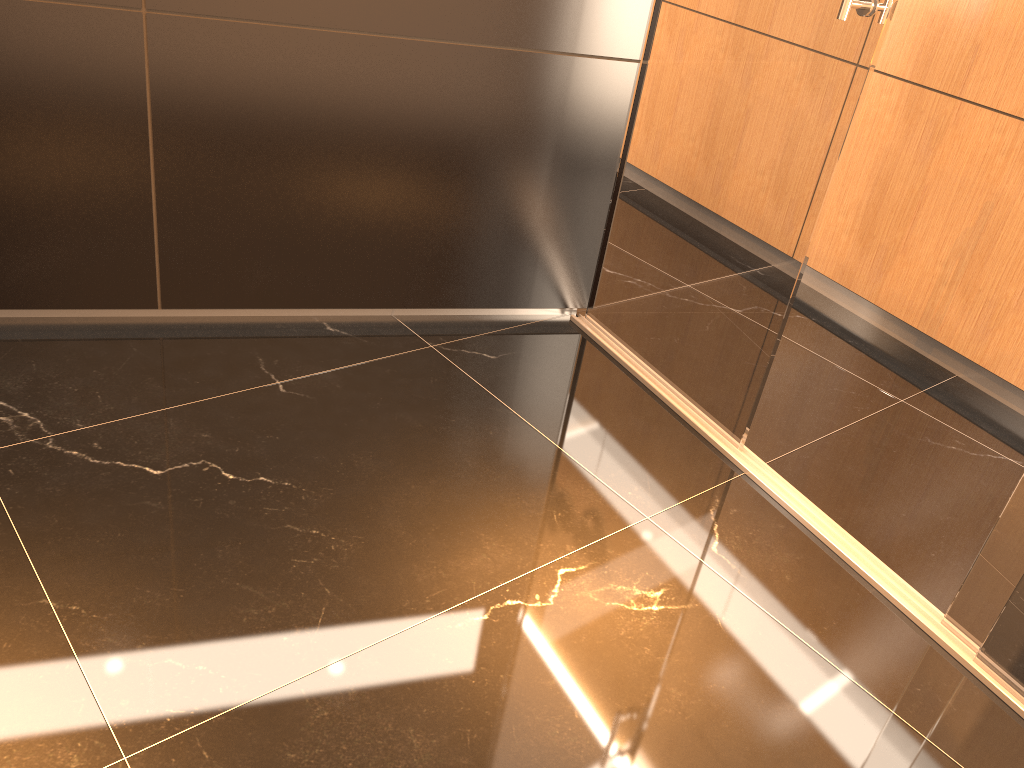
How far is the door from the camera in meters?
2.2

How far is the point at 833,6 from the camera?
2.16m

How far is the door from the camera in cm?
216

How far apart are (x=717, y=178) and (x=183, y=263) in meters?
1.6
